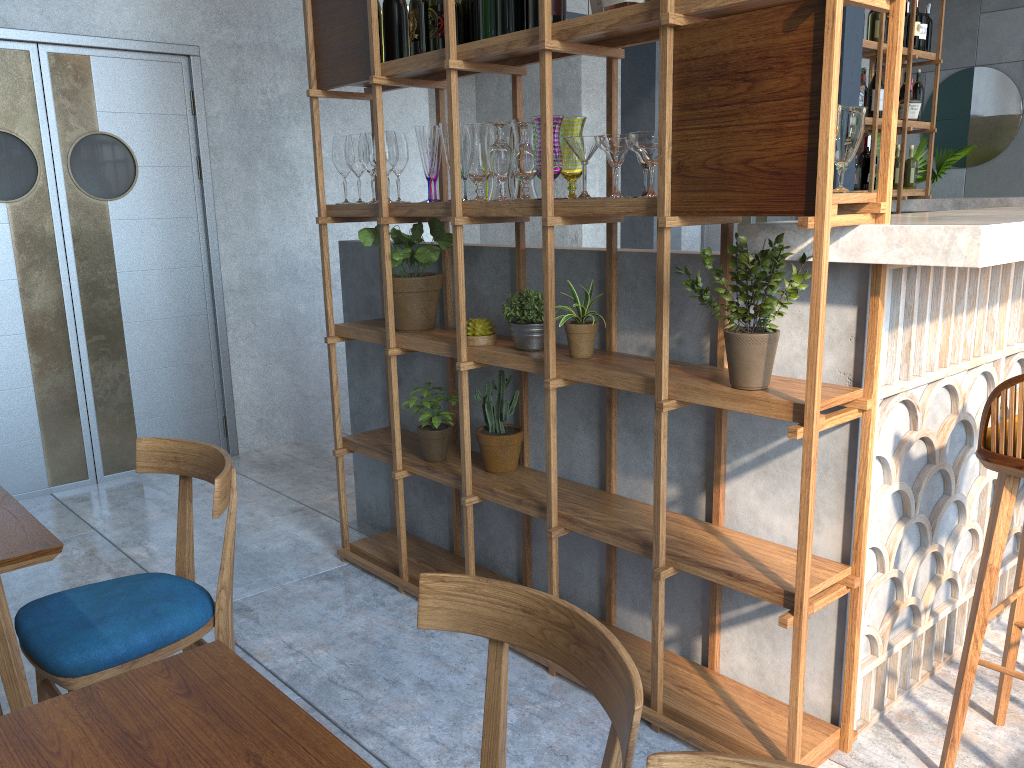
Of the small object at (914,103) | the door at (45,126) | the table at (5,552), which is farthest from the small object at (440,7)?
the small object at (914,103)

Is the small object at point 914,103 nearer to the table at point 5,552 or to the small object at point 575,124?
the small object at point 575,124

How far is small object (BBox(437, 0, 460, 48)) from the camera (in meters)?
2.58

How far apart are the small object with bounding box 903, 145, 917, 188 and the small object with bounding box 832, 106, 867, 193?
4.6 meters

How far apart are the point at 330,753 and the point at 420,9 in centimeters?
228cm

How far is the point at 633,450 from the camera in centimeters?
257cm

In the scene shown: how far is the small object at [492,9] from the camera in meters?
2.5 m

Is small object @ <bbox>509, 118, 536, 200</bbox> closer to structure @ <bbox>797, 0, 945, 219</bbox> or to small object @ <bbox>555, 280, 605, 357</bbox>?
small object @ <bbox>555, 280, 605, 357</bbox>

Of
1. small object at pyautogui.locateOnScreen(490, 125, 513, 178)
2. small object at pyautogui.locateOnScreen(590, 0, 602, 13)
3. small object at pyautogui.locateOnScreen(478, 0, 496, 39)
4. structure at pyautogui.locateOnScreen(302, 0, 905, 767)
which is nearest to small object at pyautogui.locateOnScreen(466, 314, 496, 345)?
structure at pyautogui.locateOnScreen(302, 0, 905, 767)

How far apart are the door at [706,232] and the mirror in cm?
222
